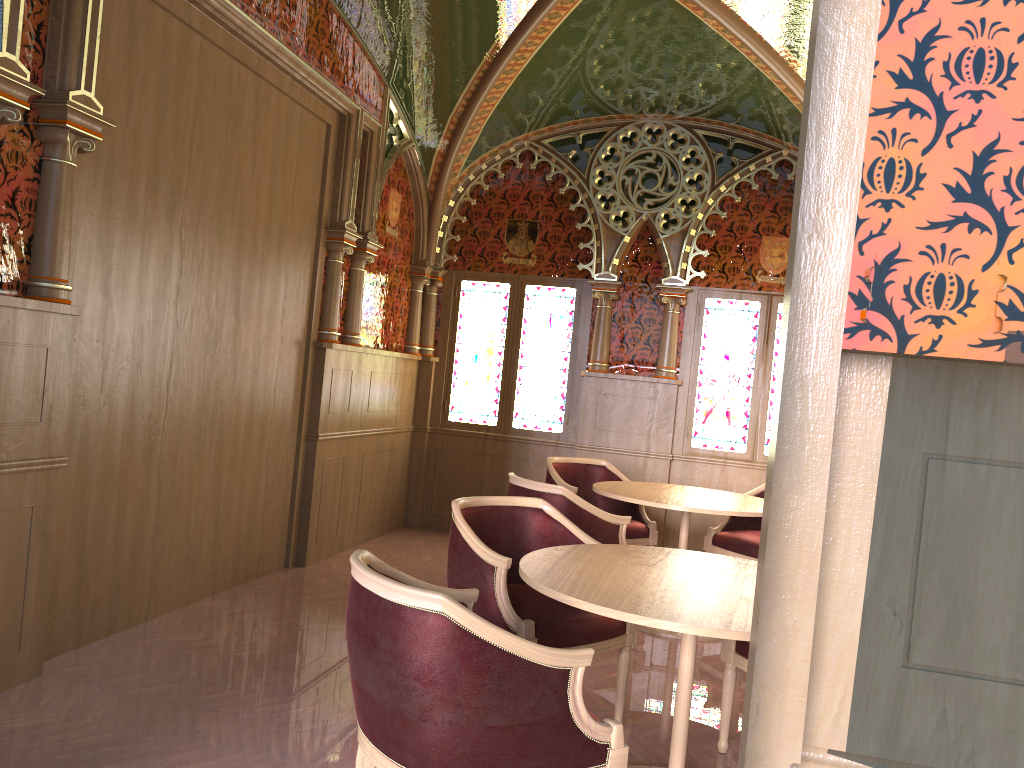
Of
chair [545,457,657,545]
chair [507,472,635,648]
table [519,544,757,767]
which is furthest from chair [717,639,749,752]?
chair [545,457,657,545]

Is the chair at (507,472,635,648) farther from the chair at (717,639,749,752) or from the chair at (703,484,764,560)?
the chair at (703,484,764,560)

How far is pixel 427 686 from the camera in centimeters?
206cm

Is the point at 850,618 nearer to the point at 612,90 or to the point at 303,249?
the point at 303,249

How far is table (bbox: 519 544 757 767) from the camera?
2.4m

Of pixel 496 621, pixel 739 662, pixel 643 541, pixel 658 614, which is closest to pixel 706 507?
pixel 643 541

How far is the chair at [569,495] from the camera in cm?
447

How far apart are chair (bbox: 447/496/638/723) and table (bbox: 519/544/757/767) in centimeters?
18cm

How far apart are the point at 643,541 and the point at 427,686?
3.95m

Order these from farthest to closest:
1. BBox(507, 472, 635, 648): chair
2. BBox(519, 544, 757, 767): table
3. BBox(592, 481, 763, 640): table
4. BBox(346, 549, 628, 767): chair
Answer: BBox(592, 481, 763, 640): table → BBox(507, 472, 635, 648): chair → BBox(519, 544, 757, 767): table → BBox(346, 549, 628, 767): chair
